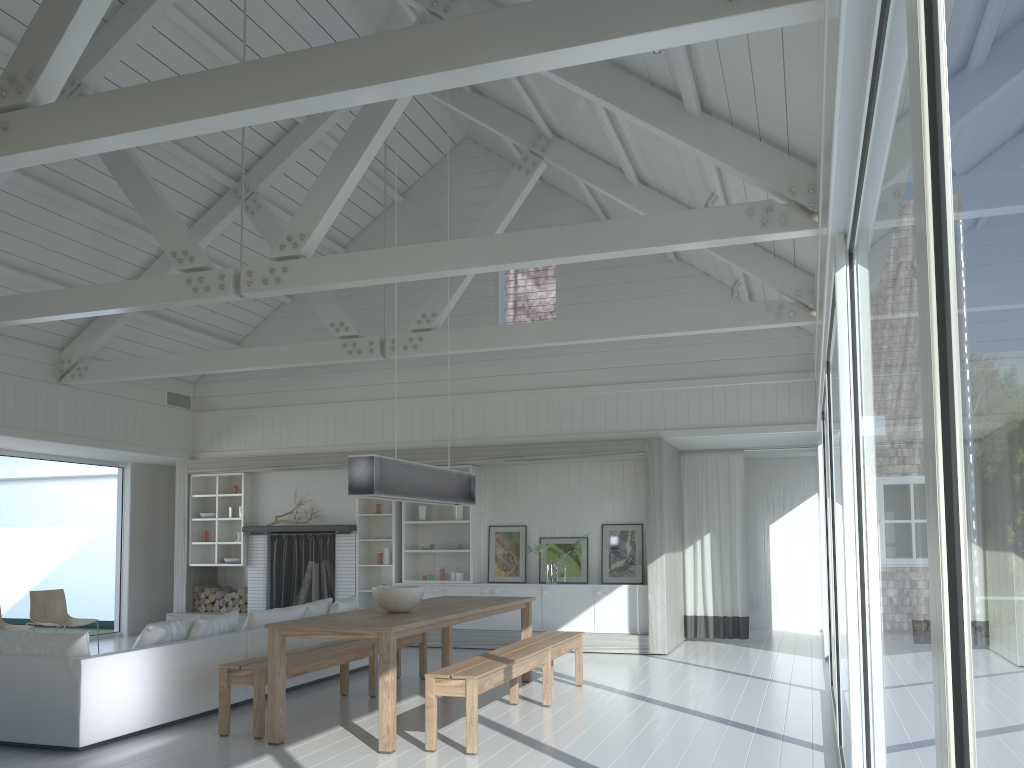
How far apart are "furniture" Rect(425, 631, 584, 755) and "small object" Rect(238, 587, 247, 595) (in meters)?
5.60

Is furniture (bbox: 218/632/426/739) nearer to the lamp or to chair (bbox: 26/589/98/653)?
the lamp

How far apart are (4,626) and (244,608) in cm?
317

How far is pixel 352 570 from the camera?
11.02m

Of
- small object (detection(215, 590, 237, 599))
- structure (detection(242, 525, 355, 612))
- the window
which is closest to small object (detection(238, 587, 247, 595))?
structure (detection(242, 525, 355, 612))

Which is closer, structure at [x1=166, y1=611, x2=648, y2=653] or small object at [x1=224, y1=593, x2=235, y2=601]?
structure at [x1=166, y1=611, x2=648, y2=653]

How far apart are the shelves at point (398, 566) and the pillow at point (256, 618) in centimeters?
195cm

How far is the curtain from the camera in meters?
10.7 m

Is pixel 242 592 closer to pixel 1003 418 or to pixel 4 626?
pixel 4 626

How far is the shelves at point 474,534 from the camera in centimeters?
1064cm
